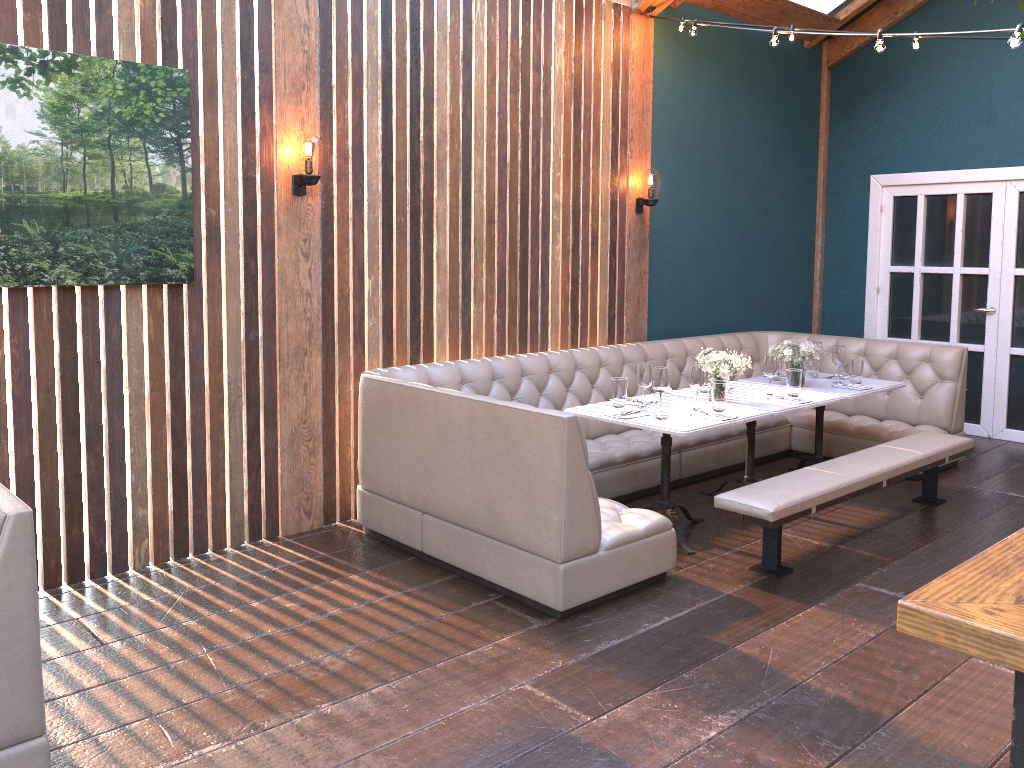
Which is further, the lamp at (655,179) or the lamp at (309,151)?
the lamp at (655,179)

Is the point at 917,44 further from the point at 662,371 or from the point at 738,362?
the point at 662,371

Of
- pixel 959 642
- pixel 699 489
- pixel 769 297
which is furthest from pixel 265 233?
pixel 769 297

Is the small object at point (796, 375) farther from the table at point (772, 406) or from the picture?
the picture

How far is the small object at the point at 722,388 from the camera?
4.7m

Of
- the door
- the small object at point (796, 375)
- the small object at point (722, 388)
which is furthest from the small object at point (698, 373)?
the door

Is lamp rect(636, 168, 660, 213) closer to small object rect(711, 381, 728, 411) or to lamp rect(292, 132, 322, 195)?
small object rect(711, 381, 728, 411)

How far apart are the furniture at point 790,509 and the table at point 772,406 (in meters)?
0.34

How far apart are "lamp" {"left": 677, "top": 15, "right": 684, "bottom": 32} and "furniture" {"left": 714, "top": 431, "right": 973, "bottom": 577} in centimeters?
308cm

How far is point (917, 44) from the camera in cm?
539
